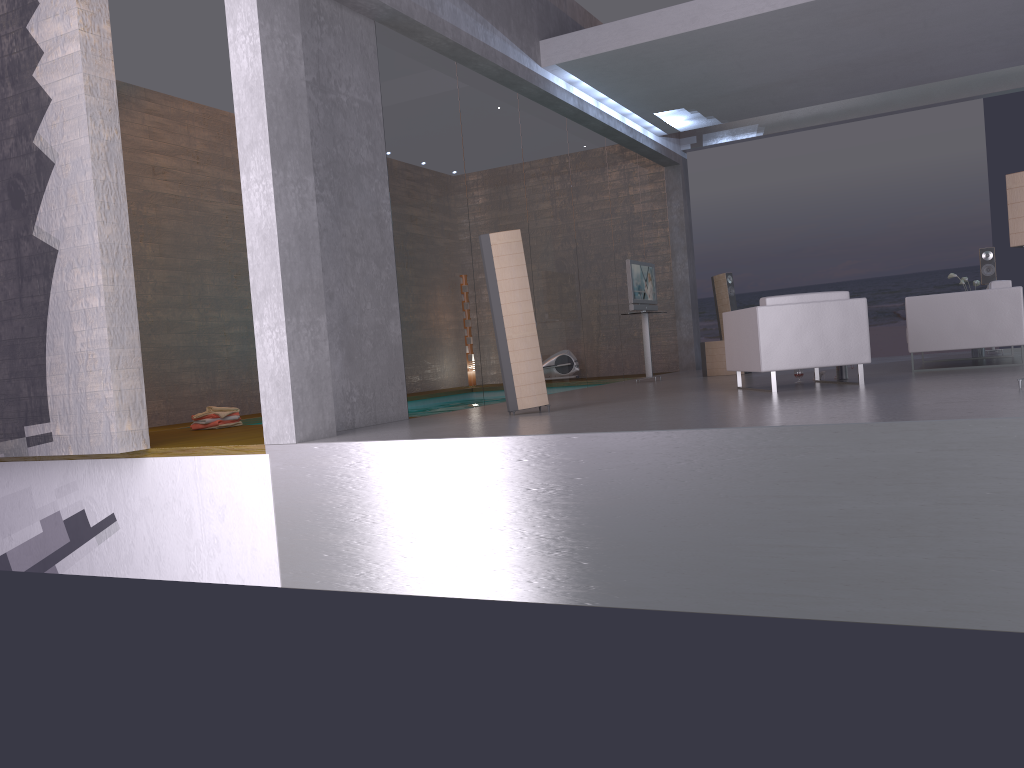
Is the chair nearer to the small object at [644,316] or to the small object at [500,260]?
the small object at [500,260]

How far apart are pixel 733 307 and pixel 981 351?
3.71m

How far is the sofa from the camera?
8.3m

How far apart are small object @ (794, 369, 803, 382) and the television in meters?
3.1 m

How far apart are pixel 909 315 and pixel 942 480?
4.9 meters

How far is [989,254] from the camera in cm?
1127

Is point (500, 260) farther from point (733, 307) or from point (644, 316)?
point (733, 307)

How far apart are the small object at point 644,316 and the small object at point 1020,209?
6.2 meters

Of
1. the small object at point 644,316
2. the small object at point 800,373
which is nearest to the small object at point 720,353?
the small object at point 644,316

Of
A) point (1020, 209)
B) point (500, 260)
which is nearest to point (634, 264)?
point (500, 260)
